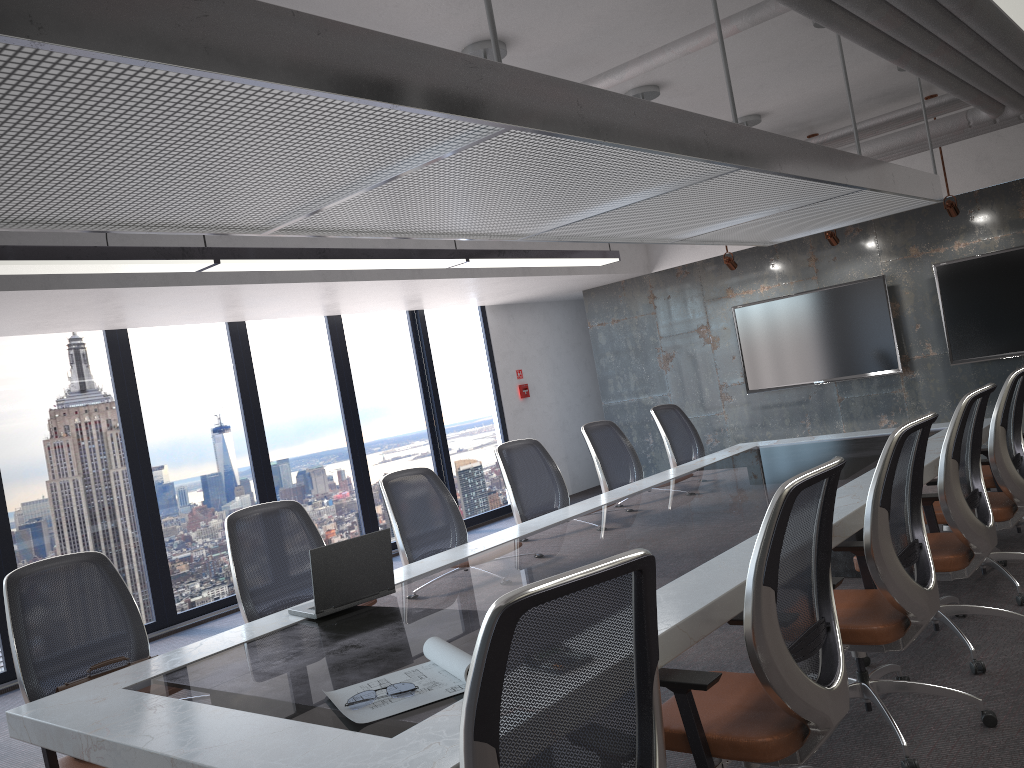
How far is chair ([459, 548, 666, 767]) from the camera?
1.6m

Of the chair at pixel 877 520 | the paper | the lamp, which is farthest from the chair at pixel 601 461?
the paper

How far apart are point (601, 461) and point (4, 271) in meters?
3.8 m

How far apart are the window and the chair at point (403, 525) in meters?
3.5

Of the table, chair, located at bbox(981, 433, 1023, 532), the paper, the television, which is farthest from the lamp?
chair, located at bbox(981, 433, 1023, 532)

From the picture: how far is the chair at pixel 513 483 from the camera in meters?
5.6

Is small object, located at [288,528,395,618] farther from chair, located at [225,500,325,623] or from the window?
the window

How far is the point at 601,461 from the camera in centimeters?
615cm

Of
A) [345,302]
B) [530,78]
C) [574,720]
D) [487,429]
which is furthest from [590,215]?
[487,429]

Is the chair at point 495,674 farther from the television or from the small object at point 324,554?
the television
